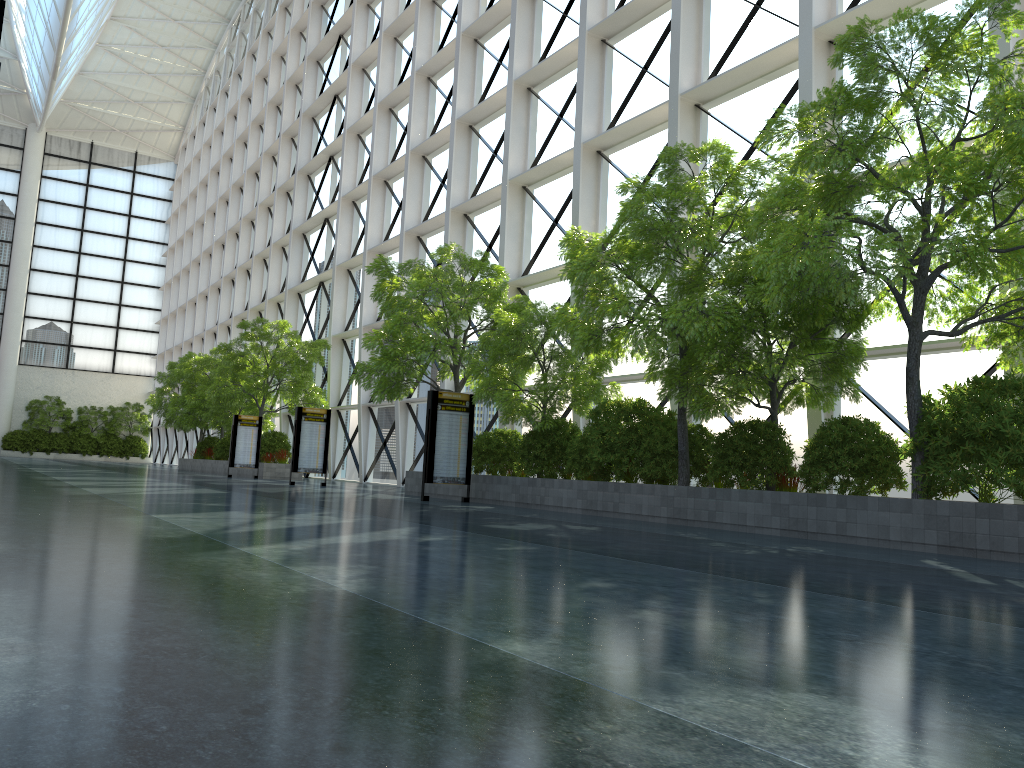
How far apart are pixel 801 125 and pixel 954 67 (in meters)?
1.86

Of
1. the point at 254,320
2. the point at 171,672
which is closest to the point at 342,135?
the point at 254,320
